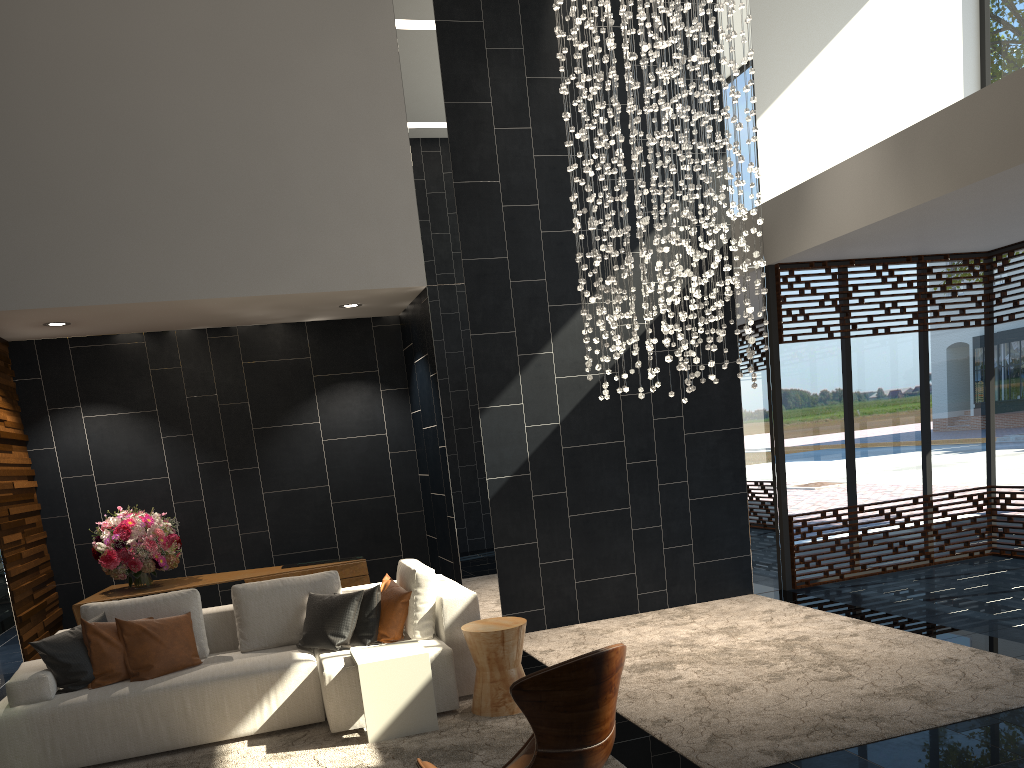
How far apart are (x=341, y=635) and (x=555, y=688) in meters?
3.0

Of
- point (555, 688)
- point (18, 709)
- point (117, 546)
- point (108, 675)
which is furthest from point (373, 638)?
point (555, 688)

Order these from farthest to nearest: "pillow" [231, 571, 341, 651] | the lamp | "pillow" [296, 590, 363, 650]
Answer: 1. the lamp
2. "pillow" [231, 571, 341, 651]
3. "pillow" [296, 590, 363, 650]

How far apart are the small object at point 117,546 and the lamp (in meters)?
3.47

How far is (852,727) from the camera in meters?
4.0 m

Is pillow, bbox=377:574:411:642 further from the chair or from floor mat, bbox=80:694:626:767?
the chair

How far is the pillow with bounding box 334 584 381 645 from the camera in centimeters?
518cm

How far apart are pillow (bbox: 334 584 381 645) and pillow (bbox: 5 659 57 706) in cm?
163

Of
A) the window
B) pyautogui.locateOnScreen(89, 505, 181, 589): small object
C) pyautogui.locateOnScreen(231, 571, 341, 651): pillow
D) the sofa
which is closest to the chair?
the sofa

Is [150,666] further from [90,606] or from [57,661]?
[90,606]
